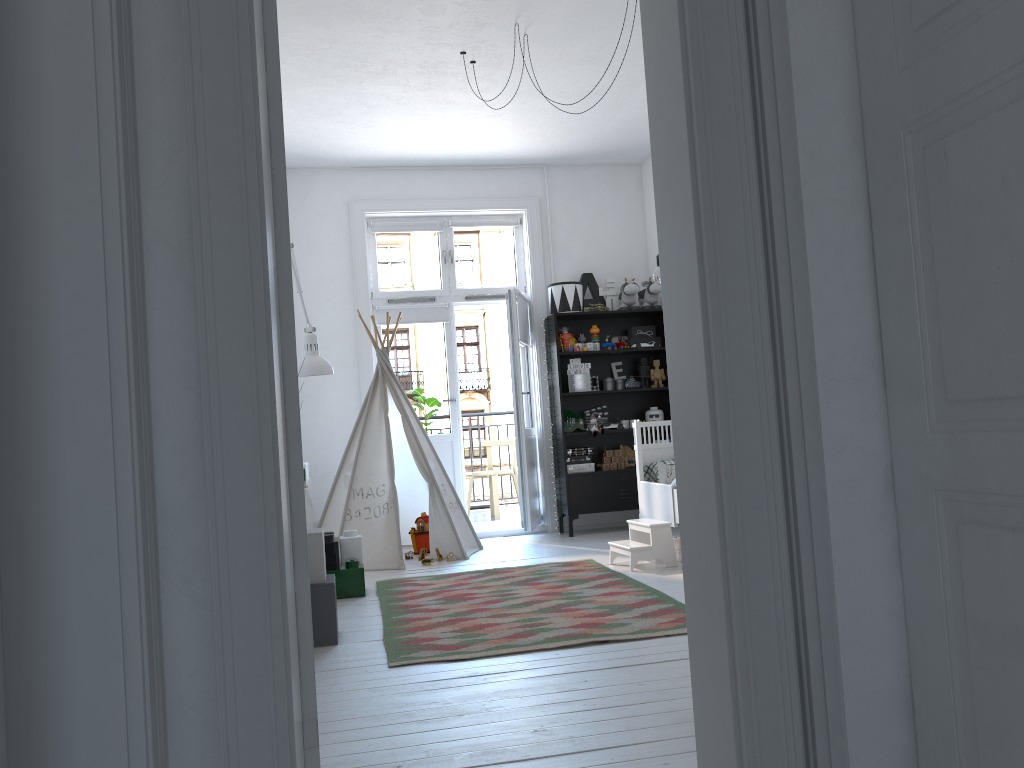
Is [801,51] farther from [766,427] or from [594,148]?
[594,148]

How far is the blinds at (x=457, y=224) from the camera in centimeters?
709cm

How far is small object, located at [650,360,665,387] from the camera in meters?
6.9

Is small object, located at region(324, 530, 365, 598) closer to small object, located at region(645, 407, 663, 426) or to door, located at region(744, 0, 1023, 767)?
small object, located at region(645, 407, 663, 426)

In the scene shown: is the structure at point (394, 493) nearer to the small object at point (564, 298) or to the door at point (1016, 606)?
the small object at point (564, 298)

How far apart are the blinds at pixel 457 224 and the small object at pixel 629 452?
2.04m

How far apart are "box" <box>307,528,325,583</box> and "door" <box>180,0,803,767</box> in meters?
2.0 m

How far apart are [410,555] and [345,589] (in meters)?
1.35

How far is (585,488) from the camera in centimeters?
662cm

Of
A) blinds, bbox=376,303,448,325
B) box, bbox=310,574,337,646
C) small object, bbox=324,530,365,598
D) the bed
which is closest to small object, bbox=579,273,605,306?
blinds, bbox=376,303,448,325
